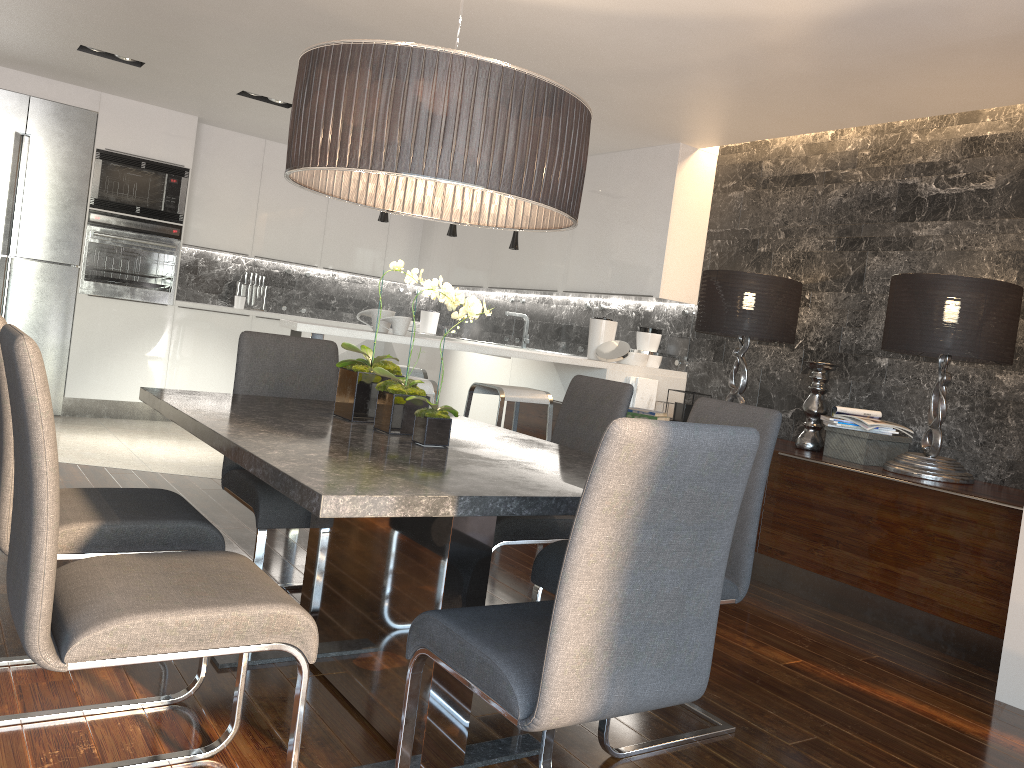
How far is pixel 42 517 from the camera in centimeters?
155cm

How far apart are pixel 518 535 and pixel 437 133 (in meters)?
1.39

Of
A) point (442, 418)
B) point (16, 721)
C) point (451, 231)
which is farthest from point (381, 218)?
point (16, 721)

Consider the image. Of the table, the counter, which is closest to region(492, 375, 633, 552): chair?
the table

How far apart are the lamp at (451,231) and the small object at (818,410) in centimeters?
232cm

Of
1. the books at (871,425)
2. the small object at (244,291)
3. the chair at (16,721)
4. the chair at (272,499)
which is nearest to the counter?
the small object at (244,291)

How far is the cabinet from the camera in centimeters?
359cm

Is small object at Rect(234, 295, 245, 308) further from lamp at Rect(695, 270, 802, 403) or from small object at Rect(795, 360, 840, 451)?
small object at Rect(795, 360, 840, 451)

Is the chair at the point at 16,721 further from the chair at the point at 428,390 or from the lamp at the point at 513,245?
the lamp at the point at 513,245

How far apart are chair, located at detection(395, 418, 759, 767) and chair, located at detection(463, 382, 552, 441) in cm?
269
